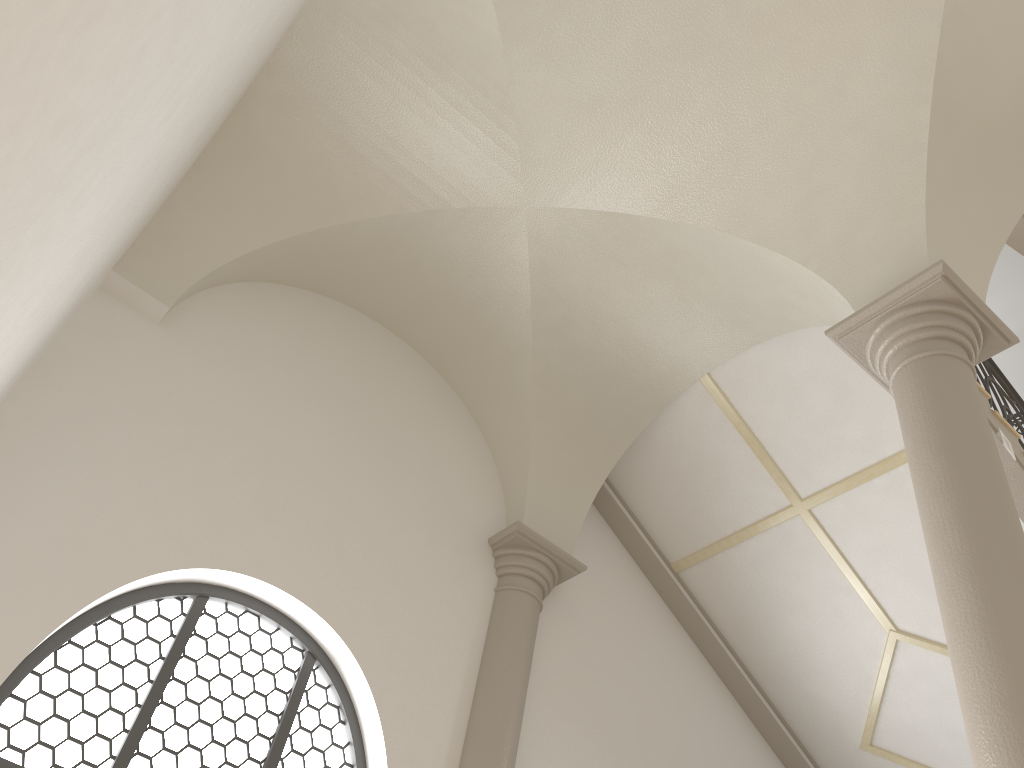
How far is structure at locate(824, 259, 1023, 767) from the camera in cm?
315

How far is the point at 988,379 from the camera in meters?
6.7

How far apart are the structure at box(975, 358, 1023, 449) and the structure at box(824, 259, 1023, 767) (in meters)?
2.13

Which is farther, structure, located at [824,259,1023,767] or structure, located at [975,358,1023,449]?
structure, located at [975,358,1023,449]

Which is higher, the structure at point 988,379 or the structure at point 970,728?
the structure at point 988,379

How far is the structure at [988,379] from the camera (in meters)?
6.67

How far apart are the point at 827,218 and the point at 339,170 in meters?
3.1 m

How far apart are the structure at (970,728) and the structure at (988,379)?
2.13m

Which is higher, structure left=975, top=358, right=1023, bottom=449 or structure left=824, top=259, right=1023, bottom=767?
structure left=975, top=358, right=1023, bottom=449

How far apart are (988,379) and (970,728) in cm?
421
